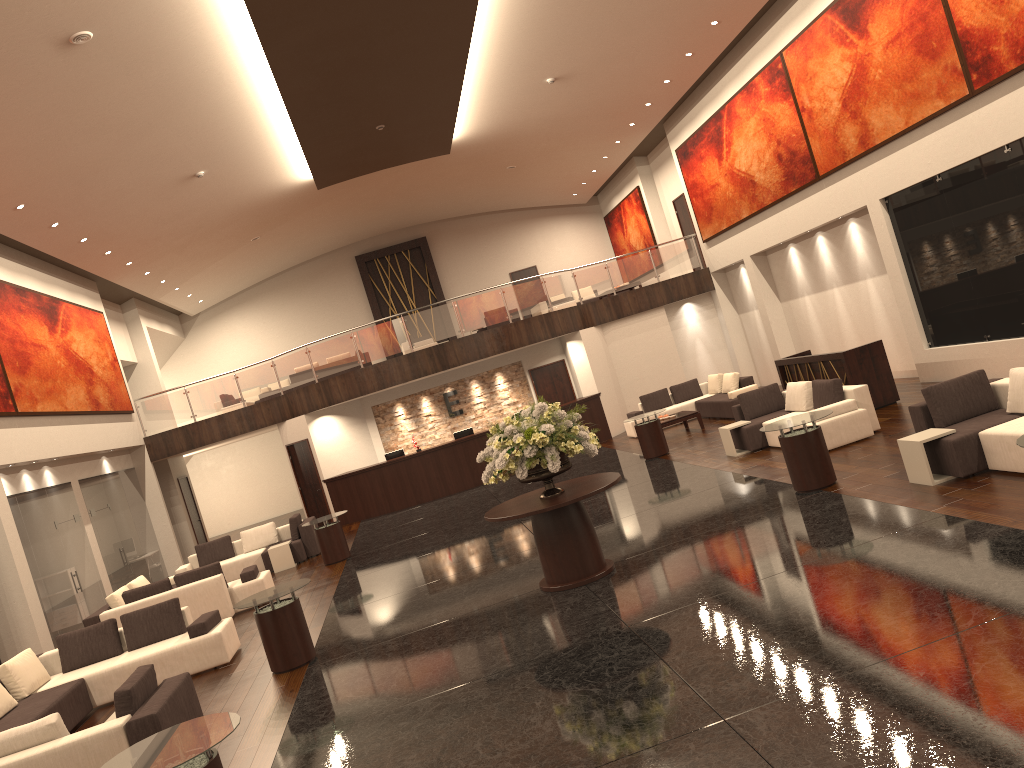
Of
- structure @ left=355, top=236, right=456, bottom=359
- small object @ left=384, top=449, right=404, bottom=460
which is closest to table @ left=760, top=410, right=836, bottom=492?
small object @ left=384, top=449, right=404, bottom=460

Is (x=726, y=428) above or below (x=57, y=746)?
below

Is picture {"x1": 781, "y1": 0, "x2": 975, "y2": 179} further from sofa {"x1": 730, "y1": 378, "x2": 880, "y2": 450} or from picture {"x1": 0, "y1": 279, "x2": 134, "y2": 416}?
picture {"x1": 0, "y1": 279, "x2": 134, "y2": 416}

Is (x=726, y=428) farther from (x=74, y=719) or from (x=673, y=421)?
(x=74, y=719)

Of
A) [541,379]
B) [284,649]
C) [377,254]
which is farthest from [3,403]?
[377,254]

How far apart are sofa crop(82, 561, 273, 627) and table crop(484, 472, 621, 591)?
5.6m

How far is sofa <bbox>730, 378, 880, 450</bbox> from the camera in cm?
1194

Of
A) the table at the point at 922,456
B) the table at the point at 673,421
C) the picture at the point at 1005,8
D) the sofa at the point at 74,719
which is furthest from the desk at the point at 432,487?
the table at the point at 922,456

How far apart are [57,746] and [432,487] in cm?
1425

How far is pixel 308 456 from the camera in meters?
21.4 m
